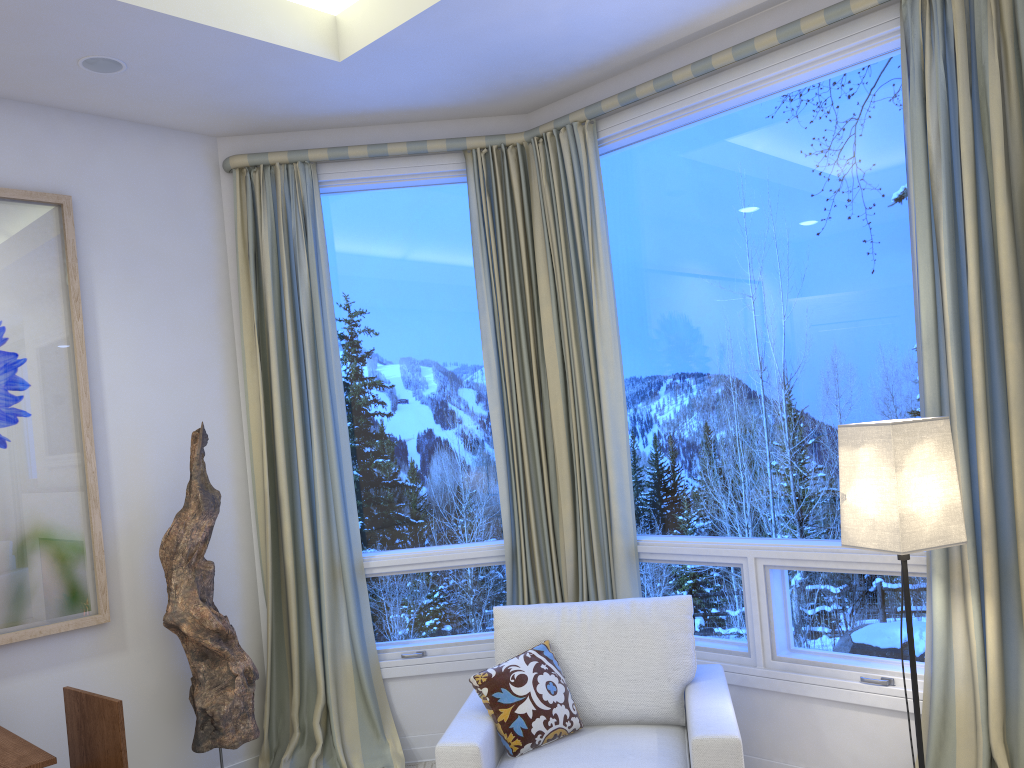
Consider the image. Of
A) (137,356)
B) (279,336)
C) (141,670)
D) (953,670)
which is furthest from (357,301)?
(953,670)

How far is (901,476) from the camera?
2.1m

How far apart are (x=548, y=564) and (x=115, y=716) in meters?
1.6 m

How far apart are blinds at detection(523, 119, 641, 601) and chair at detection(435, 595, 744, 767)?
0.5 meters

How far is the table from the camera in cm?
202

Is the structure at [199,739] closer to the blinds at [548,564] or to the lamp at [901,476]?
the blinds at [548,564]

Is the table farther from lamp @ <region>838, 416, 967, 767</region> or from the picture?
lamp @ <region>838, 416, 967, 767</region>

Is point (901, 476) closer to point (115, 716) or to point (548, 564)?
point (548, 564)

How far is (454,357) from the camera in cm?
357

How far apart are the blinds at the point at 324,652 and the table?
1.1 meters
